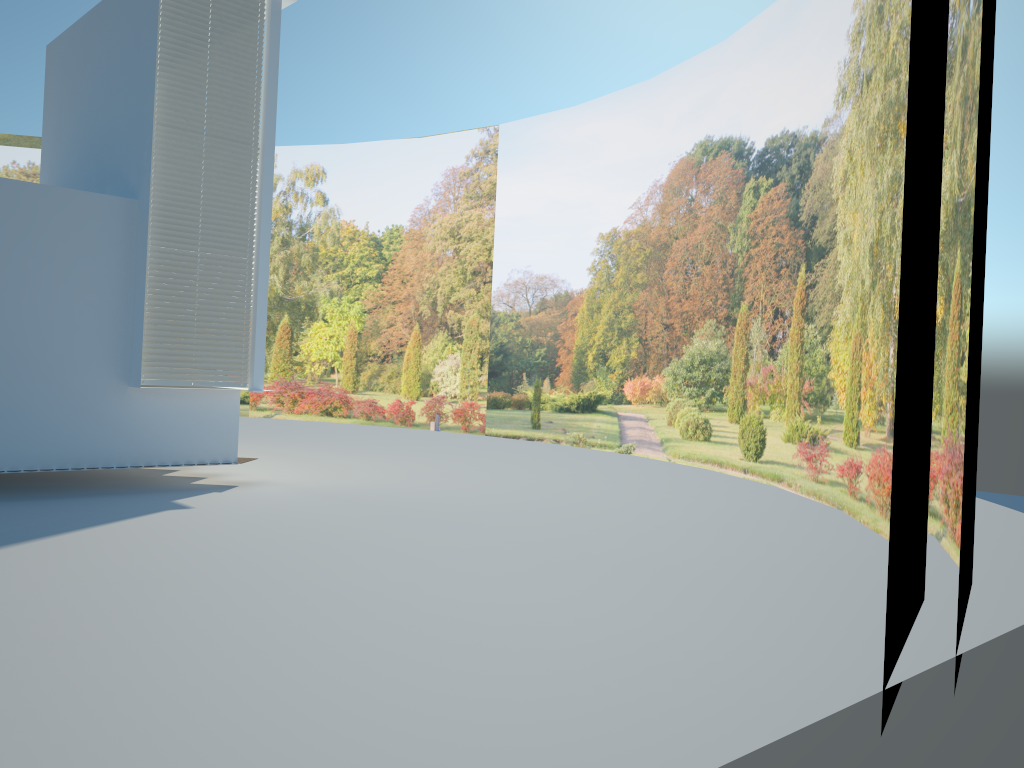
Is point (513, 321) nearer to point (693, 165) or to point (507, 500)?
point (693, 165)

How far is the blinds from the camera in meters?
8.8

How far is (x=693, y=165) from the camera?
14.8m

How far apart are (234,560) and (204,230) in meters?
4.3 m

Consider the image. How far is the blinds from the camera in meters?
8.8 m
